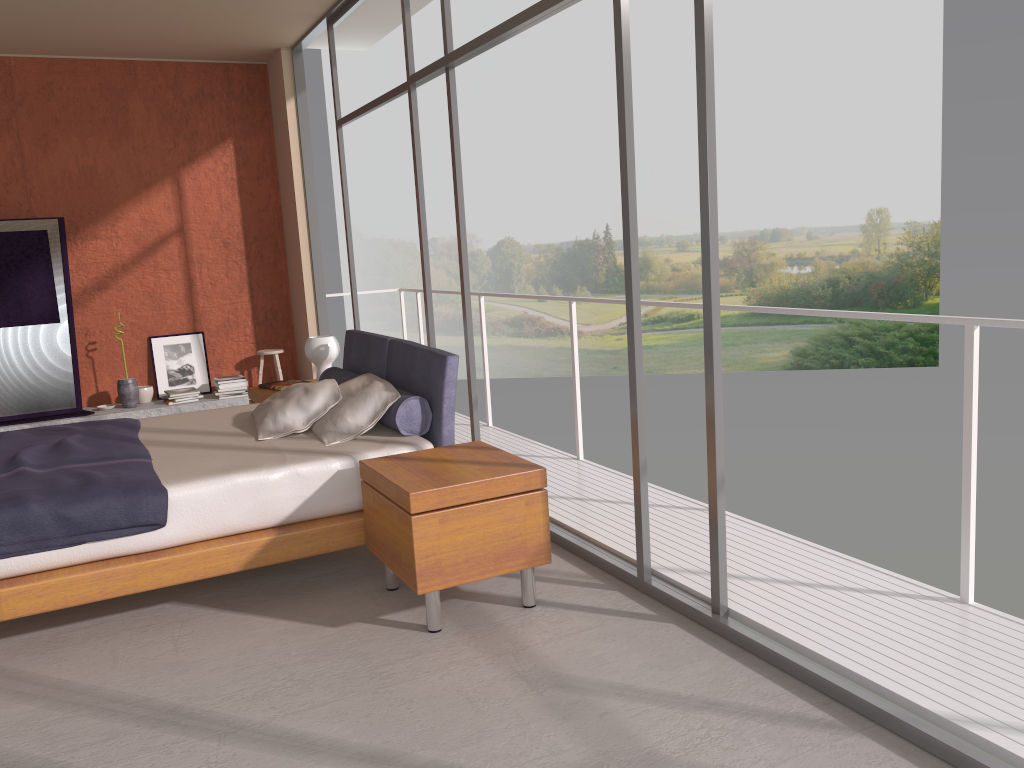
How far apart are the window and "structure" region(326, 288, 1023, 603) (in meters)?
0.71

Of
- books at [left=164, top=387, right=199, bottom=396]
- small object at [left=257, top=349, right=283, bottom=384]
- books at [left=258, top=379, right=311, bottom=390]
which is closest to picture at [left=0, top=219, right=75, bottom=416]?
books at [left=164, top=387, right=199, bottom=396]

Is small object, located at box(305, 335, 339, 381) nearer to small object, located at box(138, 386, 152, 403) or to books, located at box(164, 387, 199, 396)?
books, located at box(164, 387, 199, 396)

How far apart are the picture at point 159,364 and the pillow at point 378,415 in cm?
385

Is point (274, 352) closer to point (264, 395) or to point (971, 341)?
point (264, 395)

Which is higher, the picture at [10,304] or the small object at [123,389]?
the picture at [10,304]

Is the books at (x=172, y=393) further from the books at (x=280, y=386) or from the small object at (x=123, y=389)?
the books at (x=280, y=386)

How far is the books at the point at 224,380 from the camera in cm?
760

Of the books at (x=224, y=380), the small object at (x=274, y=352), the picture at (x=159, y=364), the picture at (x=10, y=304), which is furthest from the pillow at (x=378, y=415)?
the picture at (x=159, y=364)

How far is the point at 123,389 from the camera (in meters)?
7.33
